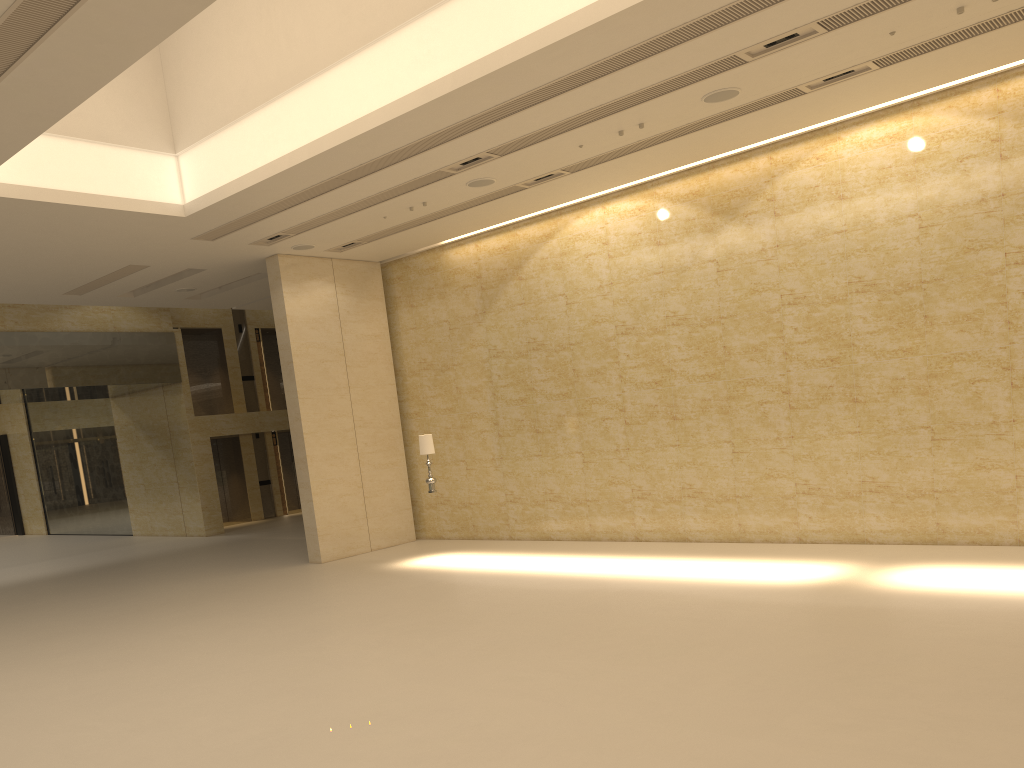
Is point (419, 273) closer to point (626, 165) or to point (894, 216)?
point (626, 165)

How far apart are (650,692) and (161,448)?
21.4 meters

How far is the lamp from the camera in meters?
15.2 m

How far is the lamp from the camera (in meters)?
15.21

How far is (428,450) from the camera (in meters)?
15.21
